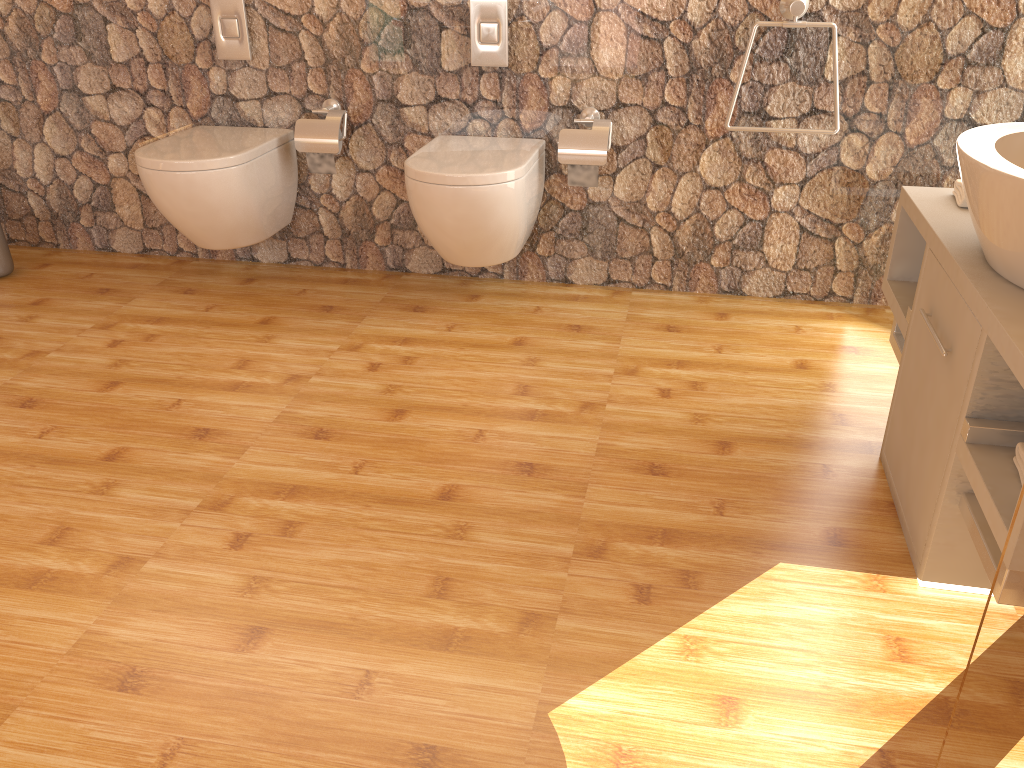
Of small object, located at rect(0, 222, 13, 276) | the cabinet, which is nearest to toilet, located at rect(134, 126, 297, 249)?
small object, located at rect(0, 222, 13, 276)

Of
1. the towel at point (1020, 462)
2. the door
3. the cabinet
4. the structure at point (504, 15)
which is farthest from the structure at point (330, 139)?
the door

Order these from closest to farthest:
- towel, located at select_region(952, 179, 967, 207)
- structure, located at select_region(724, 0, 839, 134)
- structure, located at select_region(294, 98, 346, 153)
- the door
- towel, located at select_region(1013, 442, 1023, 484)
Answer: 1. the door
2. towel, located at select_region(1013, 442, 1023, 484)
3. towel, located at select_region(952, 179, 967, 207)
4. structure, located at select_region(724, 0, 839, 134)
5. structure, located at select_region(294, 98, 346, 153)

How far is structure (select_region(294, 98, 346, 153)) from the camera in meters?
2.9 m

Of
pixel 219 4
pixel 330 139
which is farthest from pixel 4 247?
pixel 330 139

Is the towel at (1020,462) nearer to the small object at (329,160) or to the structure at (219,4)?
the small object at (329,160)

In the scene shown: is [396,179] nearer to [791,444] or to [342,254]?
[342,254]

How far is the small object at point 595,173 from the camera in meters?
2.8

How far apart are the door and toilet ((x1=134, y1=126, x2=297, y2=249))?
2.54m

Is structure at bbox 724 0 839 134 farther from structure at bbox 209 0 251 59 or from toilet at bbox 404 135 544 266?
structure at bbox 209 0 251 59
